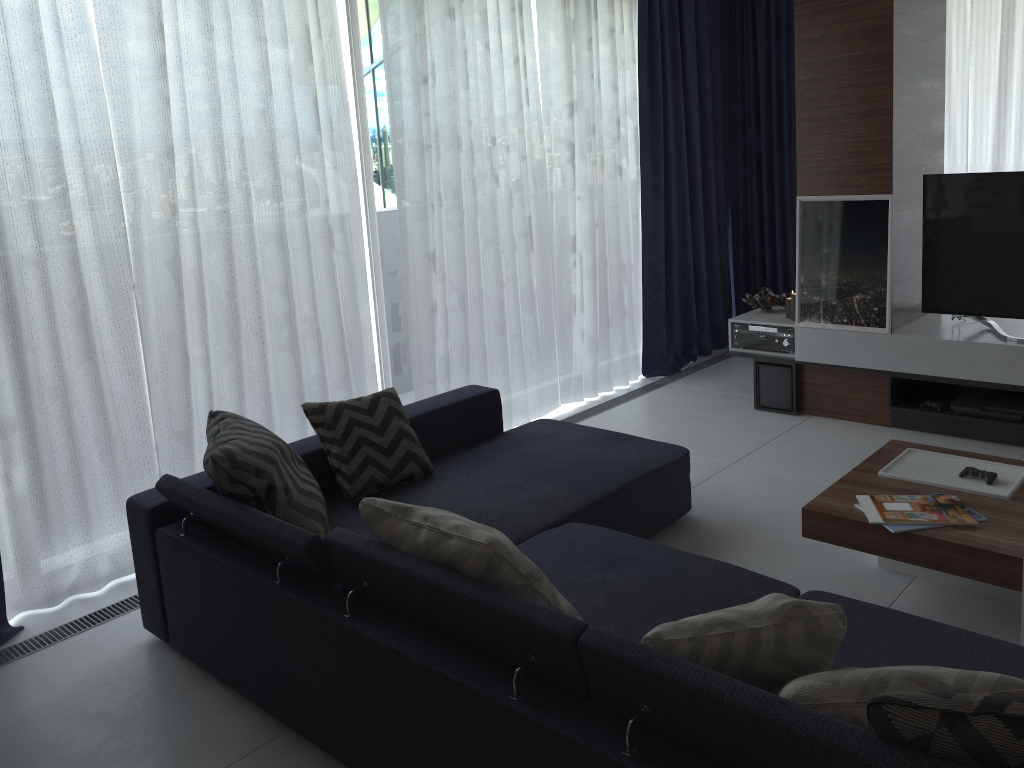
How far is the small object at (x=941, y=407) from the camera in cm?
441

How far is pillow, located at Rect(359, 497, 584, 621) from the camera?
2.0m

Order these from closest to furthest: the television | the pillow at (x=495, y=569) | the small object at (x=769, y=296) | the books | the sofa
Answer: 1. the sofa
2. the pillow at (x=495, y=569)
3. the books
4. the television
5. the small object at (x=769, y=296)

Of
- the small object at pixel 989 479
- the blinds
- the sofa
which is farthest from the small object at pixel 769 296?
the small object at pixel 989 479

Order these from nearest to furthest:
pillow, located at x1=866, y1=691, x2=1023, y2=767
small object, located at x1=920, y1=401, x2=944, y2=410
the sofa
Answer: pillow, located at x1=866, y1=691, x2=1023, y2=767 → the sofa → small object, located at x1=920, y1=401, x2=944, y2=410

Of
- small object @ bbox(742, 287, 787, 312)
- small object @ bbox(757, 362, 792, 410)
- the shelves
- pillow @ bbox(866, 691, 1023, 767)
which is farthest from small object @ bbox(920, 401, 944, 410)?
pillow @ bbox(866, 691, 1023, 767)

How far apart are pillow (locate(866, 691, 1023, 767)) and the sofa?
0.01m

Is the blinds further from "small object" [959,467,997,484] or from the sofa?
"small object" [959,467,997,484]

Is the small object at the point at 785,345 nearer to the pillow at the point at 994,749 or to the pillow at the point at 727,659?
the pillow at the point at 727,659

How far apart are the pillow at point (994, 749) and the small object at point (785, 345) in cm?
366
